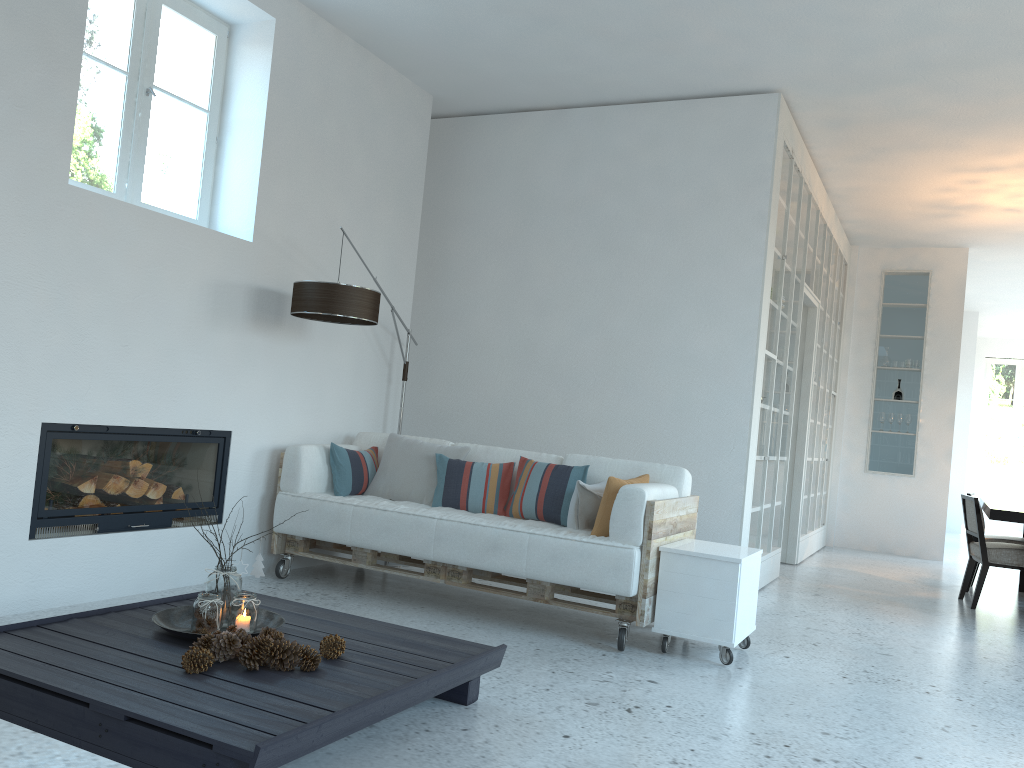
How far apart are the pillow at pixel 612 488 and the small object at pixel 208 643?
2.1m

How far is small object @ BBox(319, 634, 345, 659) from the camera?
2.78m

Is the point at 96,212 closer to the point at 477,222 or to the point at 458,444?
the point at 458,444

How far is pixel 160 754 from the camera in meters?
2.1

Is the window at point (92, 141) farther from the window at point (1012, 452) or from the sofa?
the window at point (1012, 452)

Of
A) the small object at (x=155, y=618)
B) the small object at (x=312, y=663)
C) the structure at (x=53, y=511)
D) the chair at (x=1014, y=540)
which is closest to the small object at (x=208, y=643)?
the small object at (x=155, y=618)

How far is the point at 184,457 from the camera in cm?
449

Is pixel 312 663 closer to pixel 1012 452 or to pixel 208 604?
pixel 208 604

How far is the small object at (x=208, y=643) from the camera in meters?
2.6

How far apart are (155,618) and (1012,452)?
15.7m
